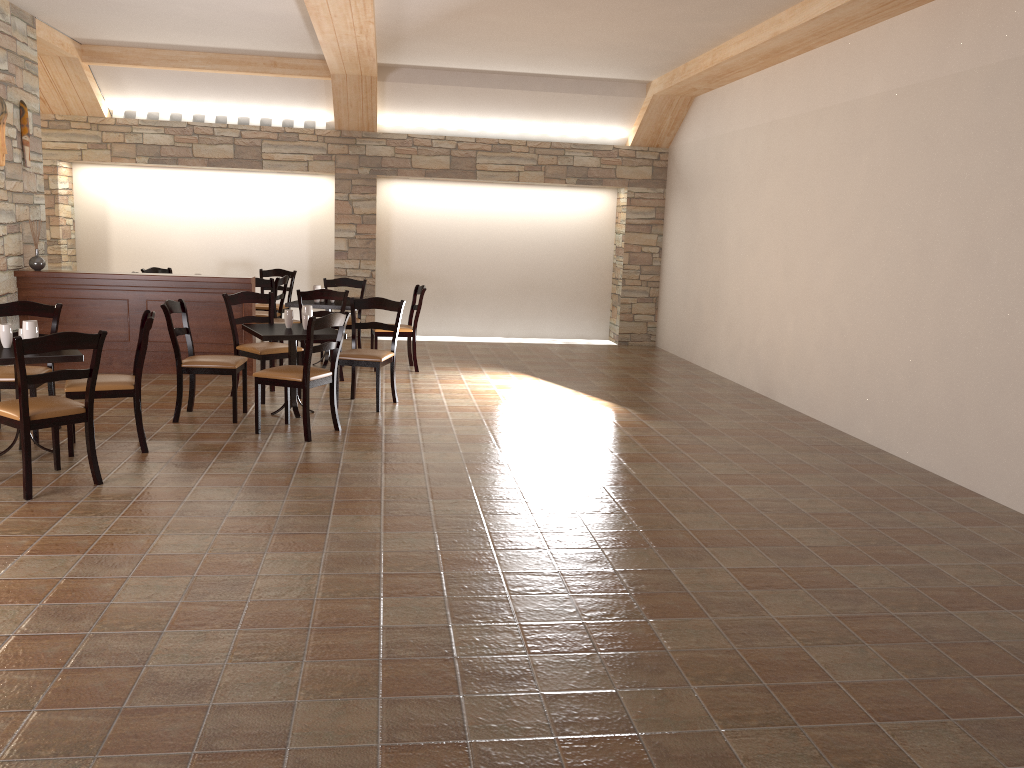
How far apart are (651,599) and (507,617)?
0.6m

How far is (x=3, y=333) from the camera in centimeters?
515cm

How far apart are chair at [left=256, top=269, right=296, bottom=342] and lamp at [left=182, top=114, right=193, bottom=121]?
1.97m

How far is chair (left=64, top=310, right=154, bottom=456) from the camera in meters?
5.3 m

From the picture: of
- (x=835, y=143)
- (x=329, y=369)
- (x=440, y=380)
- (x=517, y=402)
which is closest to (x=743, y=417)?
(x=517, y=402)

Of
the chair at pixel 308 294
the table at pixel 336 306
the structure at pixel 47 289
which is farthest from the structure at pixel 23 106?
the chair at pixel 308 294

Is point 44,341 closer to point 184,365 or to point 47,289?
point 184,365

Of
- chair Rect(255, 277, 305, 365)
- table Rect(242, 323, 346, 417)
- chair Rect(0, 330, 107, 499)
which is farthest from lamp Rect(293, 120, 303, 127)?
chair Rect(0, 330, 107, 499)

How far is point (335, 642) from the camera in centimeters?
311cm

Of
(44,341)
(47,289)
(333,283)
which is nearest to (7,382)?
(44,341)
